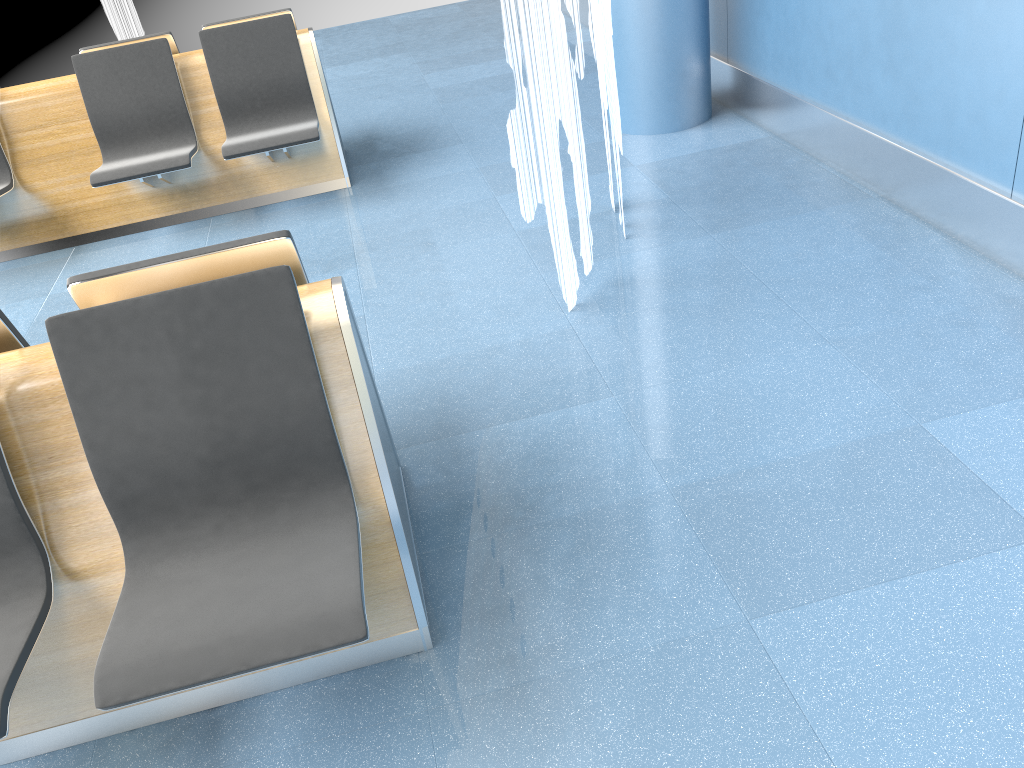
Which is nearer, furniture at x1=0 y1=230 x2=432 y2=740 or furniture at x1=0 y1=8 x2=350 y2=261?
furniture at x1=0 y1=230 x2=432 y2=740

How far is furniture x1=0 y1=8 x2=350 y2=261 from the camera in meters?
4.6 m

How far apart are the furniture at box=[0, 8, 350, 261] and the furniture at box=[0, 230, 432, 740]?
2.5m

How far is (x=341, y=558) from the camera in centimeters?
178cm

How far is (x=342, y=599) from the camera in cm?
166

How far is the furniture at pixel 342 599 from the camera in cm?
166

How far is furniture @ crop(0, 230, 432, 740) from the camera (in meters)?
1.66
